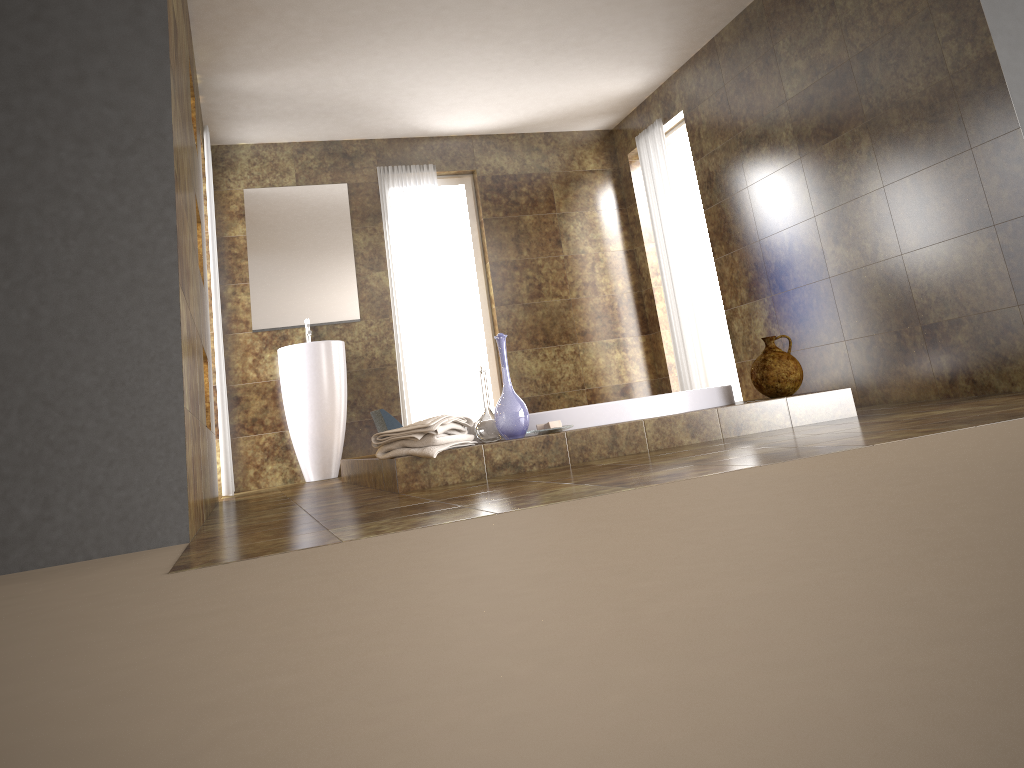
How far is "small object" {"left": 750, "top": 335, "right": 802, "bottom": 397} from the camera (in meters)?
3.89

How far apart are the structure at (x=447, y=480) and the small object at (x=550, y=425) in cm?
4

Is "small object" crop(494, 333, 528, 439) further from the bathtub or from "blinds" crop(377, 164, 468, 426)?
"blinds" crop(377, 164, 468, 426)

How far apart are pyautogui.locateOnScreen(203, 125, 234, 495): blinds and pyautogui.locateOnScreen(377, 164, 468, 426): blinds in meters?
1.6

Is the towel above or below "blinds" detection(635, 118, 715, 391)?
below

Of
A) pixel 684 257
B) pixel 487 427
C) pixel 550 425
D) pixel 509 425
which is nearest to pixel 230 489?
pixel 487 427

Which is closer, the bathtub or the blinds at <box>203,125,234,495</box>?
the bathtub

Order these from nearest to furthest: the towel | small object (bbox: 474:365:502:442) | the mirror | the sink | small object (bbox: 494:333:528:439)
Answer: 1. the towel
2. small object (bbox: 494:333:528:439)
3. small object (bbox: 474:365:502:442)
4. the sink
5. the mirror

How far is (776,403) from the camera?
3.74m

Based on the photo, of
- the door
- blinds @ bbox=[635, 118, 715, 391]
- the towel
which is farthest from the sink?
the door
